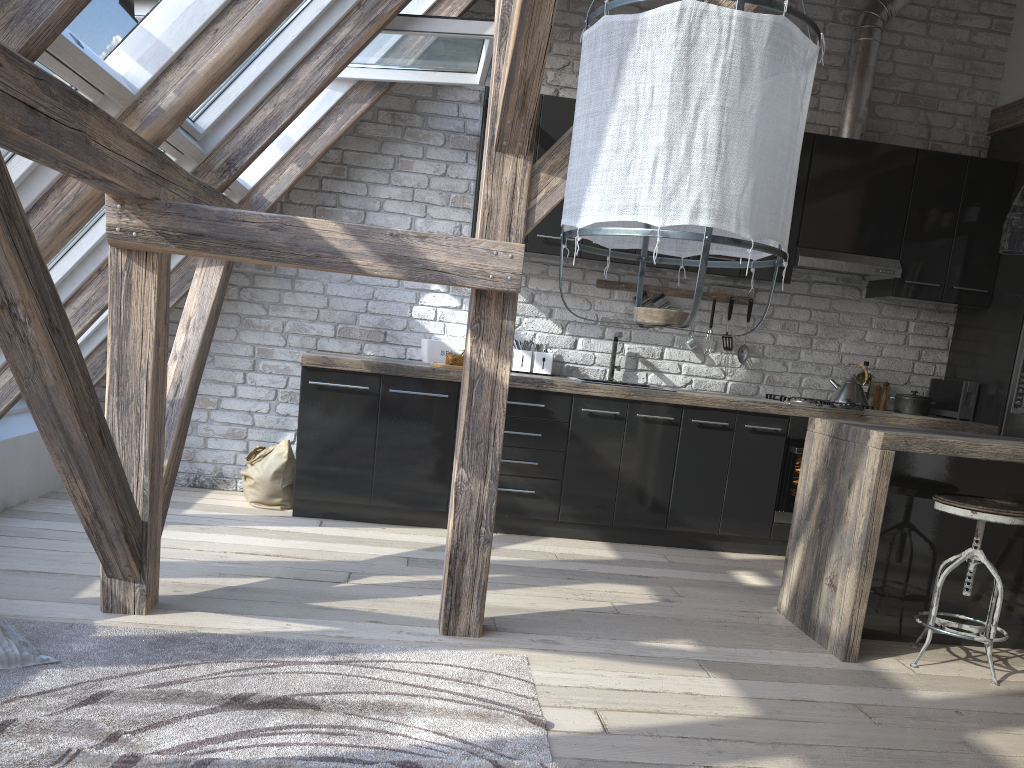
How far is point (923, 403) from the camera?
5.2m

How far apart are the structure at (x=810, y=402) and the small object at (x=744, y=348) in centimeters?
36cm

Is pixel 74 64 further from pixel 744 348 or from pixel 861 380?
pixel 861 380

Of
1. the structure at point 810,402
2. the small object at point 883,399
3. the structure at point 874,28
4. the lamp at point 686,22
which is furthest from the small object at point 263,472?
the structure at point 874,28

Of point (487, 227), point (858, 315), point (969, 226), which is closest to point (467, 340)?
point (487, 227)

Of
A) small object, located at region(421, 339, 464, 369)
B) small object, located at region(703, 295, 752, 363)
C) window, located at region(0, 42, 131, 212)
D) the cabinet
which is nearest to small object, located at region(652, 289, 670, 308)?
the cabinet

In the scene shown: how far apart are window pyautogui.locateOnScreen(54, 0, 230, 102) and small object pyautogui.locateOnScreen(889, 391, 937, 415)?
4.24m

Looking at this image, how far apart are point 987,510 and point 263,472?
3.36m

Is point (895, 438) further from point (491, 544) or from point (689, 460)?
point (689, 460)

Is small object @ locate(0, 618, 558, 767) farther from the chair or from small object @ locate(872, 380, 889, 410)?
small object @ locate(872, 380, 889, 410)
